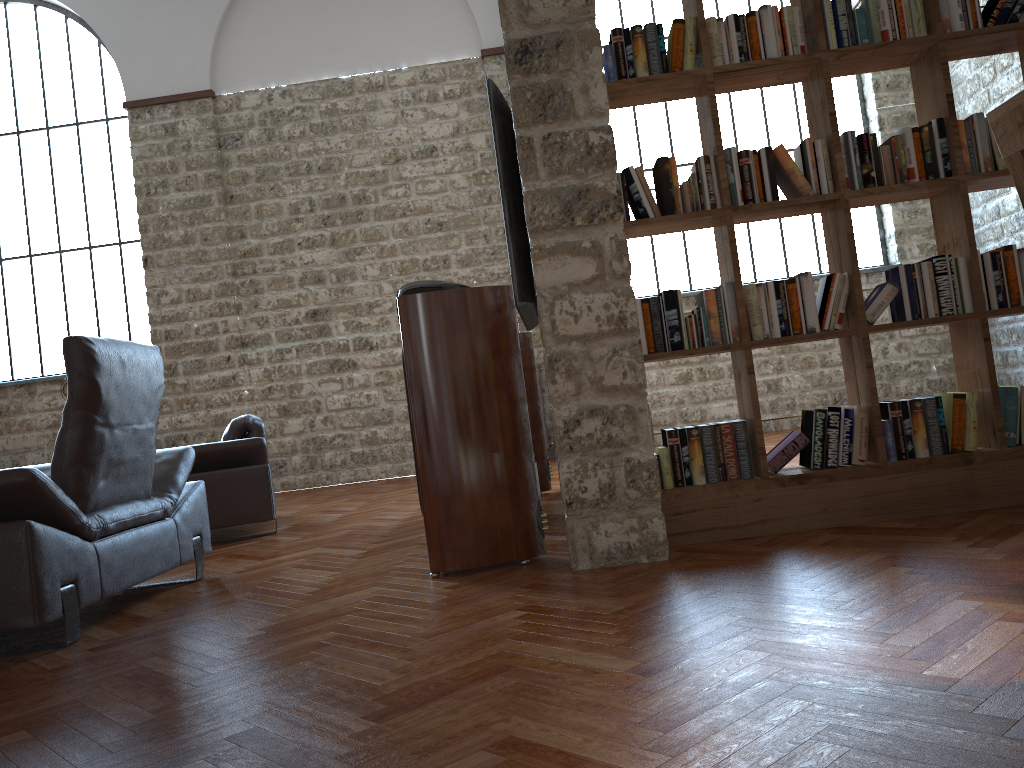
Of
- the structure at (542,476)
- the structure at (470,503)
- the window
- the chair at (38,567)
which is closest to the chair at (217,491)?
the chair at (38,567)

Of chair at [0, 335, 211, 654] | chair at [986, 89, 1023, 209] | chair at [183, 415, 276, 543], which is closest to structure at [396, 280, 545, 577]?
chair at [0, 335, 211, 654]

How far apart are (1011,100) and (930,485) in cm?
218

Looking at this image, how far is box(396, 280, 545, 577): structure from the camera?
3.30m

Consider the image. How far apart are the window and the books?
5.9m

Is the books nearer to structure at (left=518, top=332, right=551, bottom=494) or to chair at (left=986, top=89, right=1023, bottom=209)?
chair at (left=986, top=89, right=1023, bottom=209)

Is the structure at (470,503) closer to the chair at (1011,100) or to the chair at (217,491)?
the chair at (1011,100)

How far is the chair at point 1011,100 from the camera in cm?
141

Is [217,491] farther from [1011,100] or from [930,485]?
[1011,100]

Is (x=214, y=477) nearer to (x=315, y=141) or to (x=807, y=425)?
(x=807, y=425)
